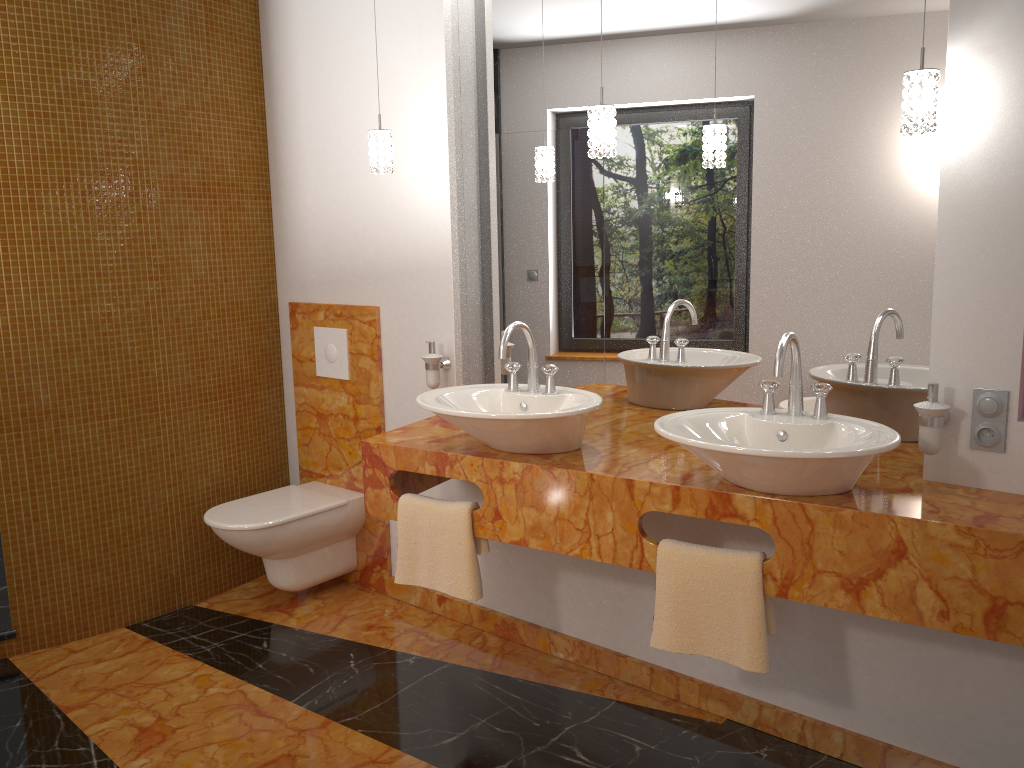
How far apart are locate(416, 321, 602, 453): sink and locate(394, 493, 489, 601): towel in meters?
0.2 m

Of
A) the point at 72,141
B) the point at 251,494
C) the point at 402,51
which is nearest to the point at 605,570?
the point at 251,494

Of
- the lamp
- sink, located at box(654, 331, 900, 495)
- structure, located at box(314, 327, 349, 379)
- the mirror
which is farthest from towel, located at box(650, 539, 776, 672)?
structure, located at box(314, 327, 349, 379)

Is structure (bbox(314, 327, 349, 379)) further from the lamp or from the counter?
the lamp

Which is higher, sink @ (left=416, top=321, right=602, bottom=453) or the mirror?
the mirror

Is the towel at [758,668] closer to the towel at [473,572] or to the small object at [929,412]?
the small object at [929,412]

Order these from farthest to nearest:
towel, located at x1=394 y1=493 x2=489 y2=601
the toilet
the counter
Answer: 1. the toilet
2. towel, located at x1=394 y1=493 x2=489 y2=601
3. the counter

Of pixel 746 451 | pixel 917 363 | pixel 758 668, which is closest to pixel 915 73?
pixel 917 363

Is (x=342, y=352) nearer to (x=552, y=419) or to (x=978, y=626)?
(x=552, y=419)

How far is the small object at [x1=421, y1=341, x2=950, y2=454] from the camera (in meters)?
2.01
